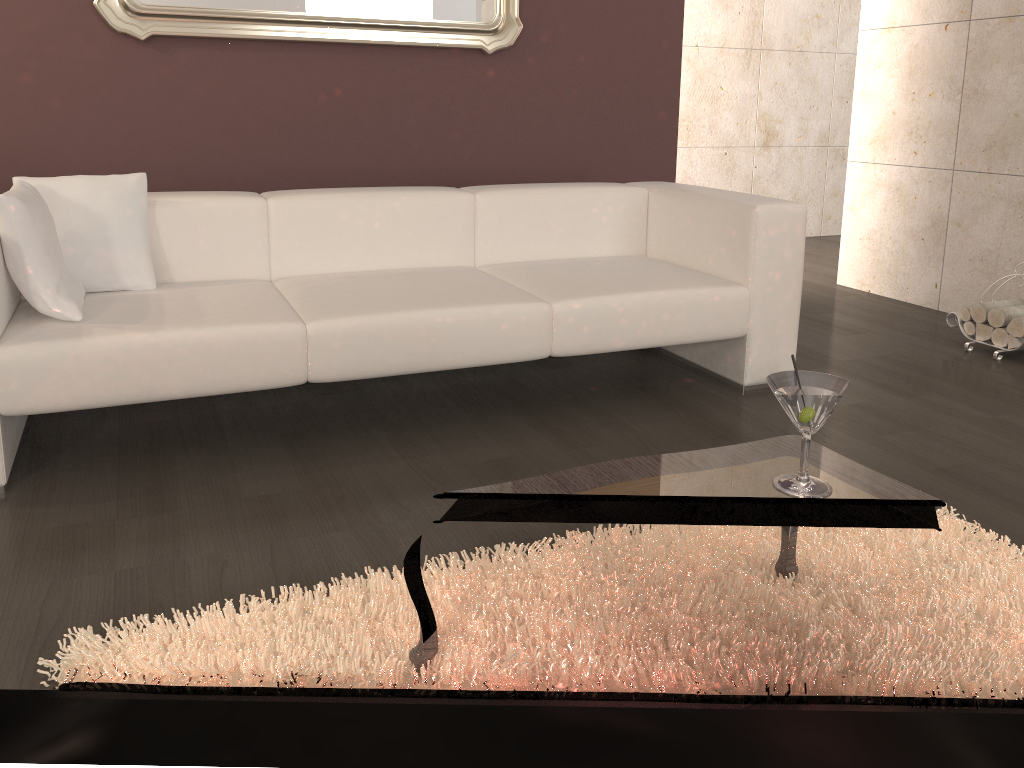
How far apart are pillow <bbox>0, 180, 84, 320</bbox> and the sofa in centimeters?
2cm

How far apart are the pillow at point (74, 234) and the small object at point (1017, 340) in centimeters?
322cm

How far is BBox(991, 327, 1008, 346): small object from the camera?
3.56m

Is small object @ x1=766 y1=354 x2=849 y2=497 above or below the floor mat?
above

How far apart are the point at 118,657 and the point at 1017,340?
3.40m

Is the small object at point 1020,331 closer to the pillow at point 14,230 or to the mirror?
the mirror

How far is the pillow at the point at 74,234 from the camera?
2.6m

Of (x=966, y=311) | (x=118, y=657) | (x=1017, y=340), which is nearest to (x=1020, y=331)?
(x=1017, y=340)

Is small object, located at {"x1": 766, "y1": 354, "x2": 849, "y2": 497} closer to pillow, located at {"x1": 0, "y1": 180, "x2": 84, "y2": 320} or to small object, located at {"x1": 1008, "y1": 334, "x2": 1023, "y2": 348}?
pillow, located at {"x1": 0, "y1": 180, "x2": 84, "y2": 320}

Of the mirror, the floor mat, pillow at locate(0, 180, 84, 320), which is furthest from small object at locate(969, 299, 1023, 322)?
pillow at locate(0, 180, 84, 320)
